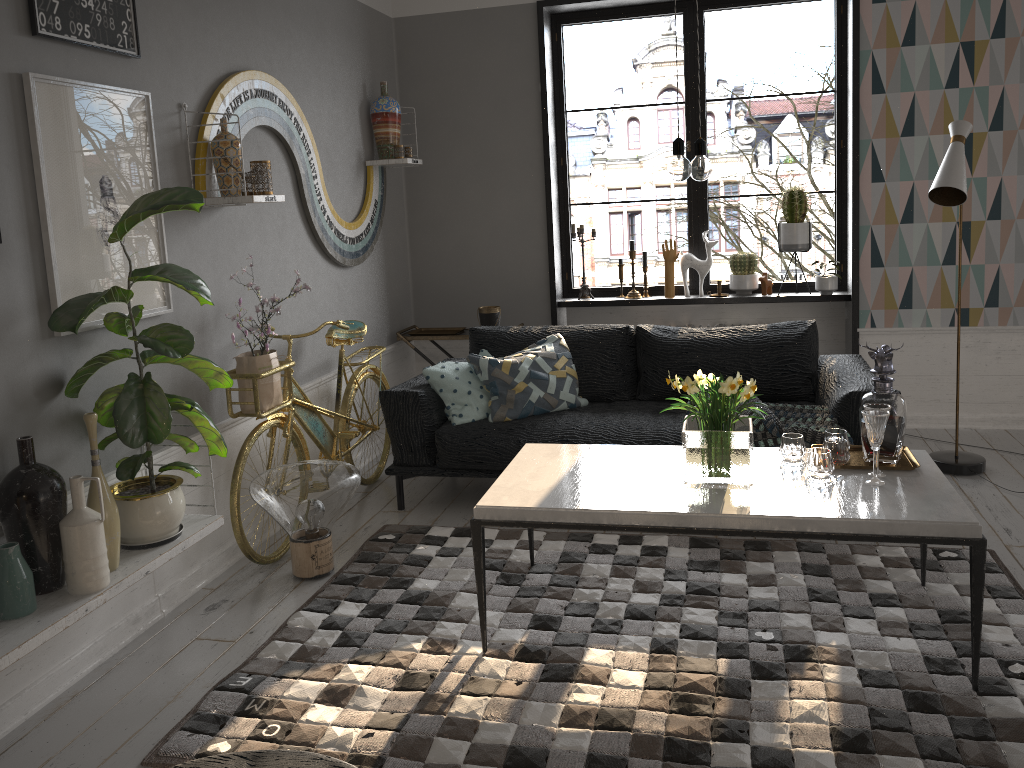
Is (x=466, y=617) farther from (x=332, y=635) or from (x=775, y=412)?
(x=775, y=412)

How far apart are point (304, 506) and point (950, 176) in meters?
3.1 m

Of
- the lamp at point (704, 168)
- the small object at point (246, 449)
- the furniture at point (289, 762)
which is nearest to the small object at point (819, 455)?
the lamp at point (704, 168)

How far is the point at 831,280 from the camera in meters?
5.1

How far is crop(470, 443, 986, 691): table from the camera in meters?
2.5 m

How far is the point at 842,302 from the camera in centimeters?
545cm

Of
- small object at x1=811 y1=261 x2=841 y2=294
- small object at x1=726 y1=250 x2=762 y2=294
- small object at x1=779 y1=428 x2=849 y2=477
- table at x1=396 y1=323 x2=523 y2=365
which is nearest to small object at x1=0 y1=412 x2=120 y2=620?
small object at x1=779 y1=428 x2=849 y2=477

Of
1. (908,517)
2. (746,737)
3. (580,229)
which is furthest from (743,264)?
(746,737)

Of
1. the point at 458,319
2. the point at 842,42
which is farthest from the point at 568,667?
the point at 842,42

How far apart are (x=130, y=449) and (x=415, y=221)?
3.0 meters
